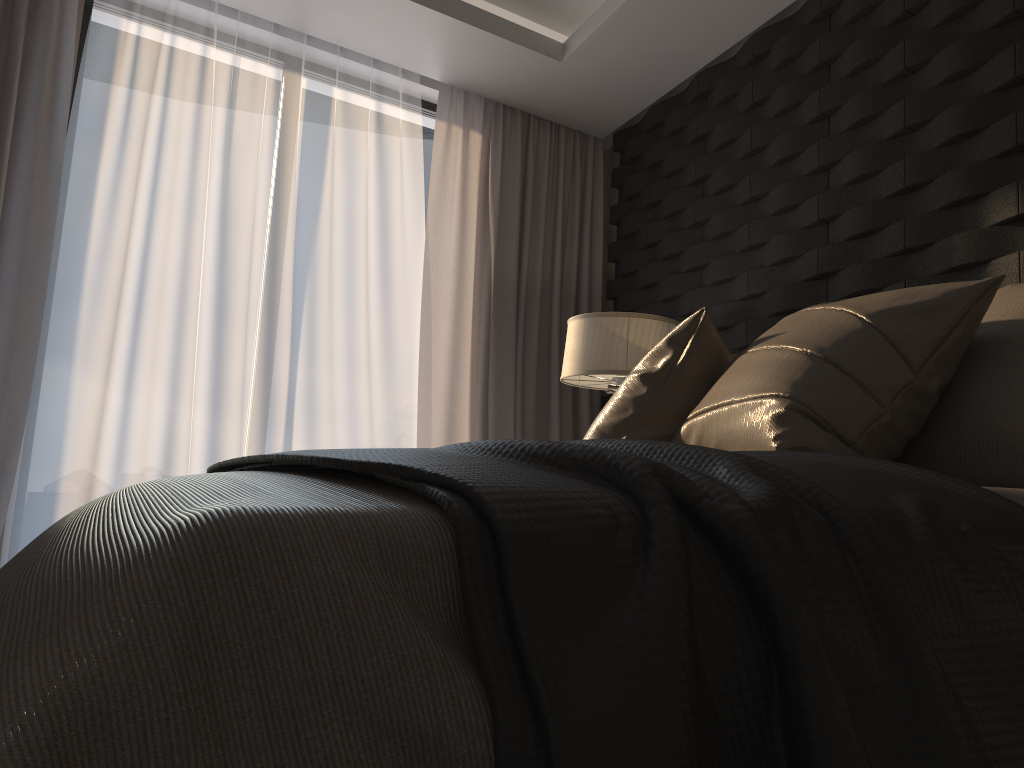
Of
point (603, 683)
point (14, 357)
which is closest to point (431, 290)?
point (14, 357)

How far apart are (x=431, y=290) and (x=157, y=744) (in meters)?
3.74

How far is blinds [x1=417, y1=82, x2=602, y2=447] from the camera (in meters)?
4.11

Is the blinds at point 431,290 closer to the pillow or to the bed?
the pillow

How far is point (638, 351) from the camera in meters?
3.1 m

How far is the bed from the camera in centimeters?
43cm

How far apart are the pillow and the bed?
0.4 meters

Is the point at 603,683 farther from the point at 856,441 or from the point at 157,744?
the point at 856,441

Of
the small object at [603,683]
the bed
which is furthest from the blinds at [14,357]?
the bed

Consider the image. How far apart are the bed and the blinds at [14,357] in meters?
2.4
